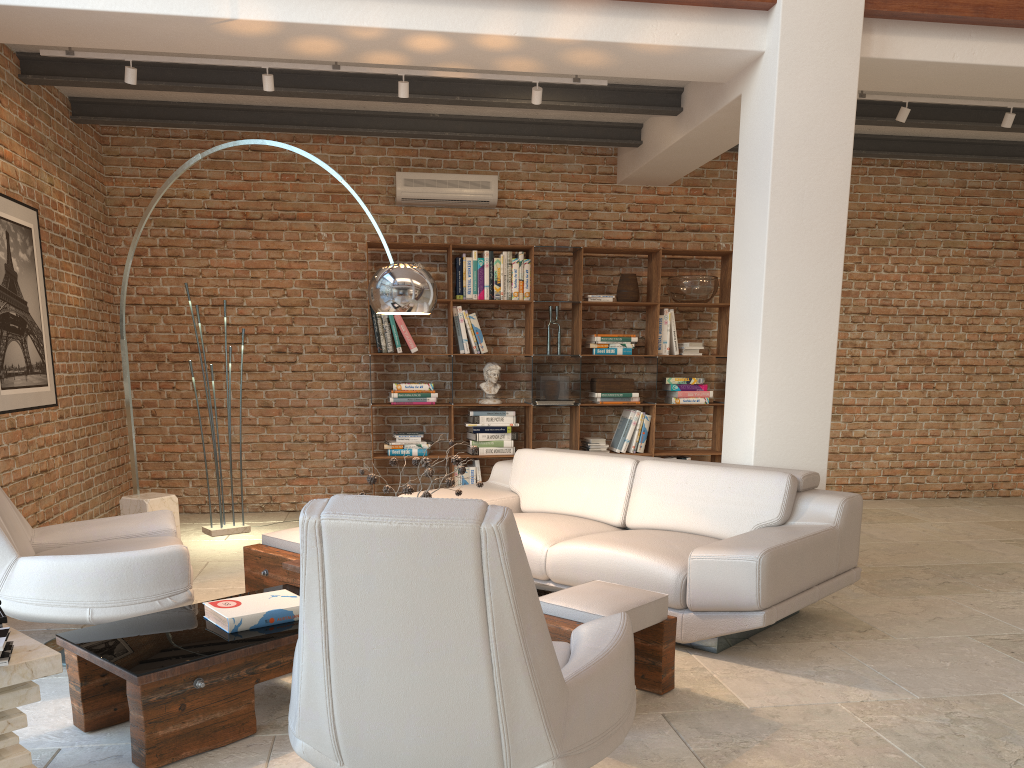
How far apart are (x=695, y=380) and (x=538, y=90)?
3.1 meters

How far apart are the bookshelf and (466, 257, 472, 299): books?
0.13m

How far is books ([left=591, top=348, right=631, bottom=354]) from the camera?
7.45m

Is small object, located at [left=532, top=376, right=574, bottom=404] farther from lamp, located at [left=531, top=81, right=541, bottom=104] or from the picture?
the picture

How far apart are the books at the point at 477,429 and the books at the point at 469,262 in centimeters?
110cm

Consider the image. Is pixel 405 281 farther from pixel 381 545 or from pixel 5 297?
pixel 5 297

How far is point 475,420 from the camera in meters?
7.3 m

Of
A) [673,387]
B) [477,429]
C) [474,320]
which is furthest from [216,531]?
[673,387]

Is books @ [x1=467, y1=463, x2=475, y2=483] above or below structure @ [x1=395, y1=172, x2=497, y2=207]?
below

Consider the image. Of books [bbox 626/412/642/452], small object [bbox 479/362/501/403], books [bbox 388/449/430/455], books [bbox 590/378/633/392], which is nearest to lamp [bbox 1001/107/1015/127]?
books [bbox 590/378/633/392]
